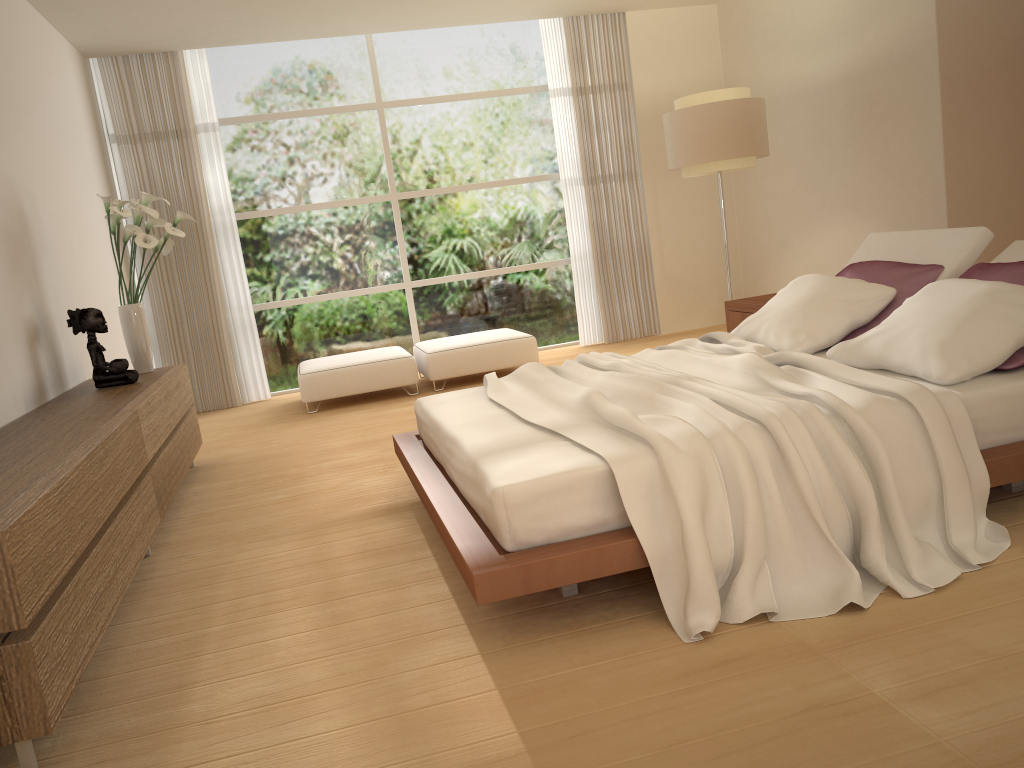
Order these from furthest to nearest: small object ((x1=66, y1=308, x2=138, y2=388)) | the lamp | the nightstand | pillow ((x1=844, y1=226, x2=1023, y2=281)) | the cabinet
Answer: the lamp
the nightstand
small object ((x1=66, y1=308, x2=138, y2=388))
pillow ((x1=844, y1=226, x2=1023, y2=281))
the cabinet

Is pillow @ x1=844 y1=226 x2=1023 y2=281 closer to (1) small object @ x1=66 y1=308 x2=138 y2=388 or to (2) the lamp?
(2) the lamp

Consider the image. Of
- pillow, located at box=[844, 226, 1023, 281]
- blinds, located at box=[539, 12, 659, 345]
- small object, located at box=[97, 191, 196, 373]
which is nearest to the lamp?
blinds, located at box=[539, 12, 659, 345]

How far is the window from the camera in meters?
8.1

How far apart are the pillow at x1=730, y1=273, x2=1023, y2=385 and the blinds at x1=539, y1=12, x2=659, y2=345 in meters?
4.2

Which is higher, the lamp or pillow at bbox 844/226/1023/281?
the lamp

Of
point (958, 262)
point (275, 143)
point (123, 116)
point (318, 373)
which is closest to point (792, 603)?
point (958, 262)

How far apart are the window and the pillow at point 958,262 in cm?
431

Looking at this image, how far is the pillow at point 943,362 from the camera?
3.1m

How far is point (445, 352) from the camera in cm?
729
